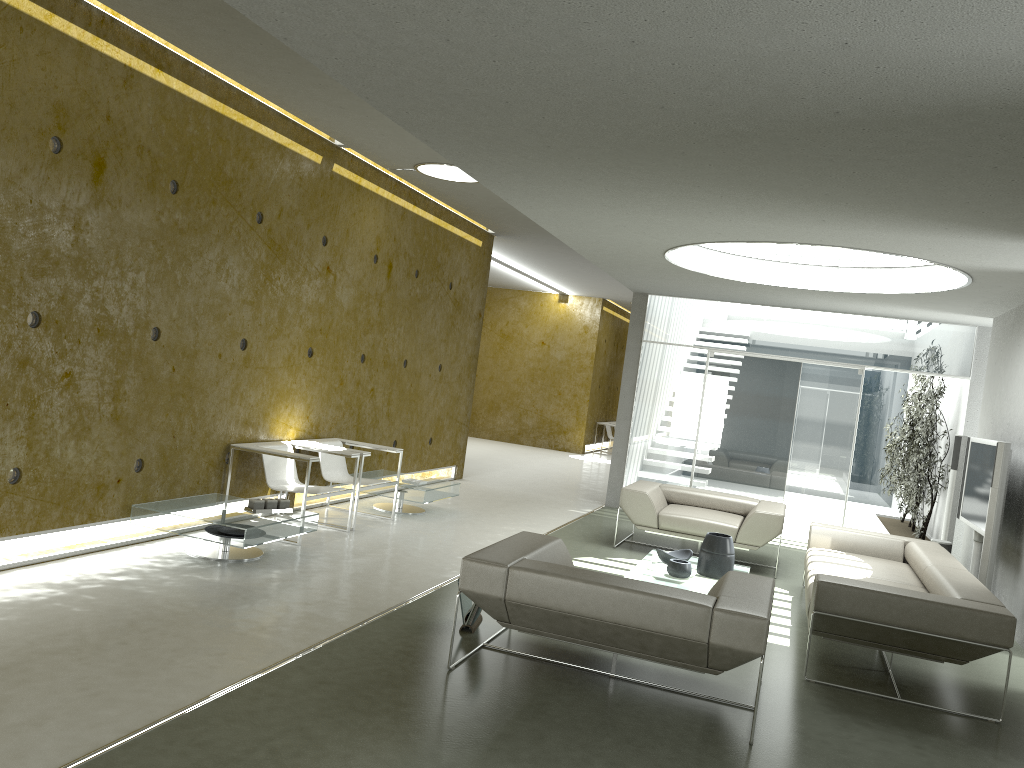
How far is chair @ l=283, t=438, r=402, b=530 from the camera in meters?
7.9

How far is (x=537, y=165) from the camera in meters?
5.1

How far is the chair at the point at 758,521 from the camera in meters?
7.9

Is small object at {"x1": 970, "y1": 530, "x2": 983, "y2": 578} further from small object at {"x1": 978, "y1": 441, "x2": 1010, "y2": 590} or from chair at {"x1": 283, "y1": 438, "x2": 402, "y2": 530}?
chair at {"x1": 283, "y1": 438, "x2": 402, "y2": 530}

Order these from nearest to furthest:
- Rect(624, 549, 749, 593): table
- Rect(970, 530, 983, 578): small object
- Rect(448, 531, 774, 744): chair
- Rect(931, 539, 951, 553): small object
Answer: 1. Rect(448, 531, 774, 744): chair
2. Rect(624, 549, 749, 593): table
3. Rect(970, 530, 983, 578): small object
4. Rect(931, 539, 951, 553): small object

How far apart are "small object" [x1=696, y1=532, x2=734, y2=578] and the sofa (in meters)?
0.53

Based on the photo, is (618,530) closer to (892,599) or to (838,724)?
(892,599)

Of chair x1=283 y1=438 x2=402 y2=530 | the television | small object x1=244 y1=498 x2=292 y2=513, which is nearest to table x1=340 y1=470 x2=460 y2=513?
chair x1=283 y1=438 x2=402 y2=530

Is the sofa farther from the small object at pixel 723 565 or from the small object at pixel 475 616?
the small object at pixel 475 616

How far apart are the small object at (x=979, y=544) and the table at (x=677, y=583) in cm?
213
